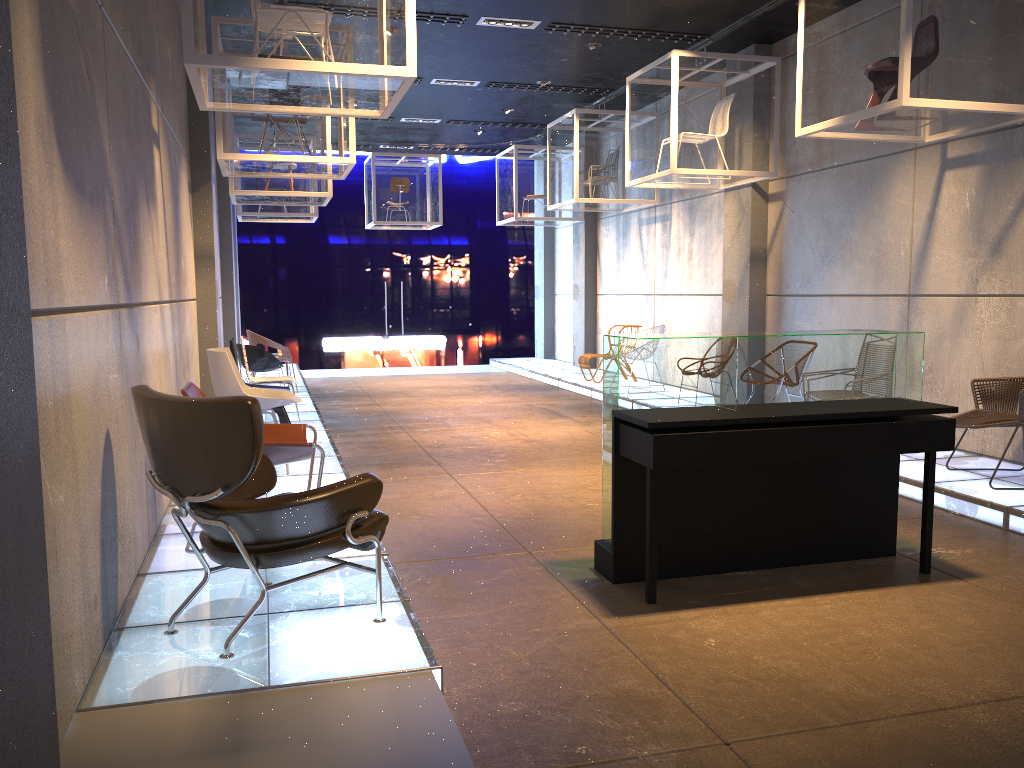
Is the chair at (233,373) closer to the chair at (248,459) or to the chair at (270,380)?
the chair at (270,380)

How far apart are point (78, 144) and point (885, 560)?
4.2 meters

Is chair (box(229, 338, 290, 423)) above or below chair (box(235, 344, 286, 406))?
below

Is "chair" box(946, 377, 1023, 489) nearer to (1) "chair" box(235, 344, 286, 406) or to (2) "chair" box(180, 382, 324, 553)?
(2) "chair" box(180, 382, 324, 553)

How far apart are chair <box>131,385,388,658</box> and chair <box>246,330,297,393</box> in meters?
7.7 m

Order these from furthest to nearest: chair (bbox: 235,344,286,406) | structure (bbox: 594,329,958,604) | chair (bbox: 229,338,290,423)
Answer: chair (bbox: 235,344,286,406) → chair (bbox: 229,338,290,423) → structure (bbox: 594,329,958,604)

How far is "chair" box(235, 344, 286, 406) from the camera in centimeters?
1000cm

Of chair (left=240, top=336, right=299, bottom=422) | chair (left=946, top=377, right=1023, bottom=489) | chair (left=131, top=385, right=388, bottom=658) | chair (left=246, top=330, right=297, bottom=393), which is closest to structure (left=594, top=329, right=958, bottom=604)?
chair (left=131, top=385, right=388, bottom=658)

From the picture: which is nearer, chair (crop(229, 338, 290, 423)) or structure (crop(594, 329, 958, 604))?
structure (crop(594, 329, 958, 604))

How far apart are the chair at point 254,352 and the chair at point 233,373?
3.48m
